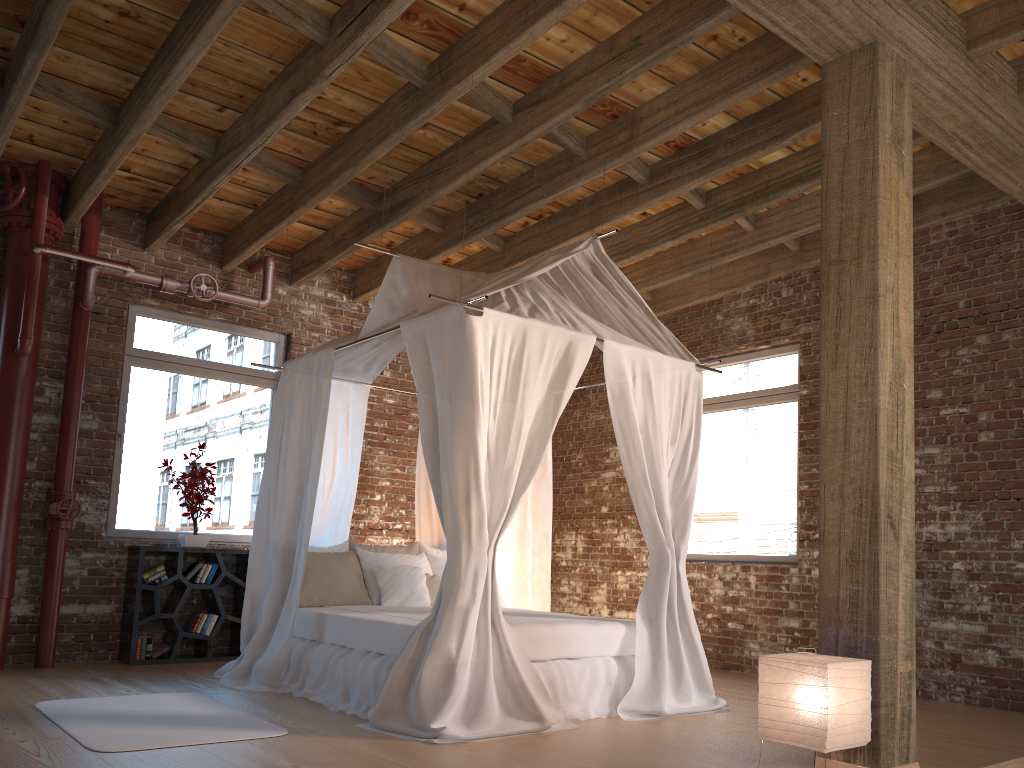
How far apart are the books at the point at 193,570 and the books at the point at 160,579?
→ 0.13m

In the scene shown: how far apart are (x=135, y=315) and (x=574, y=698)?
4.6 meters

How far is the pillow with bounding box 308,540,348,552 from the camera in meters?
6.2

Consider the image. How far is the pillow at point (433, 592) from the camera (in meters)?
6.18

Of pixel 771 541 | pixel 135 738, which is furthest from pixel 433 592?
pixel 771 541

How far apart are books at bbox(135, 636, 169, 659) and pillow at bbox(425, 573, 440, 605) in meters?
2.0 m

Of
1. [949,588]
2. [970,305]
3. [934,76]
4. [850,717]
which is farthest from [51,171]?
[949,588]

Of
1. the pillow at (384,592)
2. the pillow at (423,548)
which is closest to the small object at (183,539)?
the pillow at (384,592)

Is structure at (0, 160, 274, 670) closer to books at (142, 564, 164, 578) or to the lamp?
books at (142, 564, 164, 578)

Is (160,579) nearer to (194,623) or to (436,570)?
(194,623)
